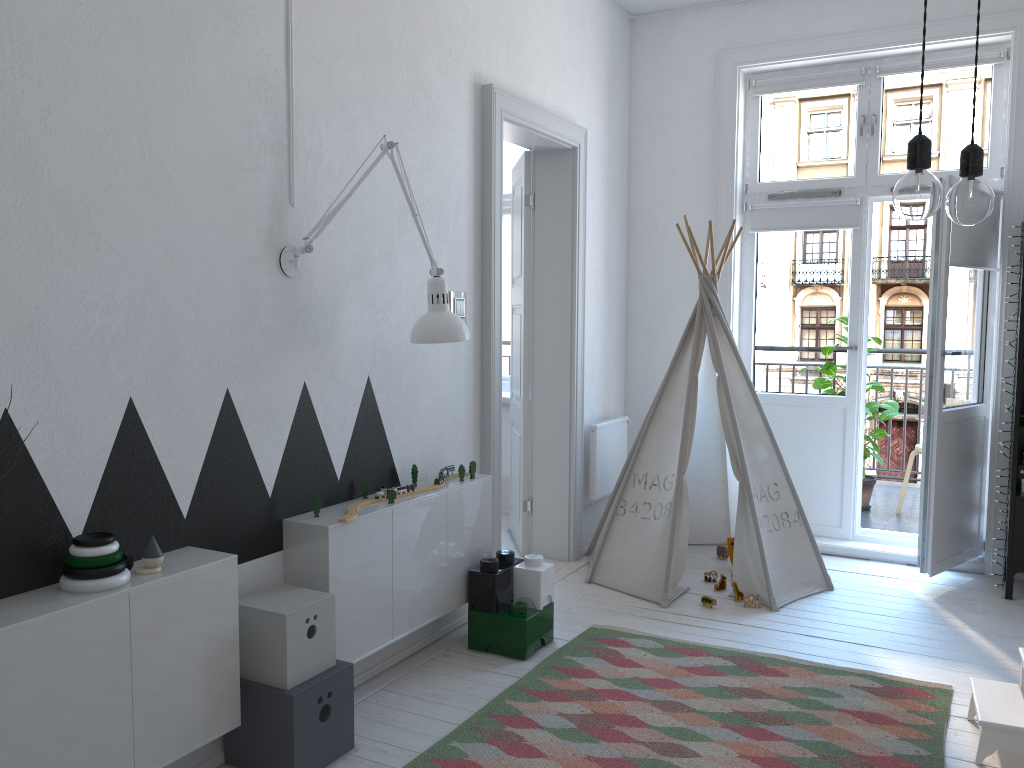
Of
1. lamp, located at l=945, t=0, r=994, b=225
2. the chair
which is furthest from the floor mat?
the chair

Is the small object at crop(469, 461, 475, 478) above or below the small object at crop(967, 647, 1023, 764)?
above

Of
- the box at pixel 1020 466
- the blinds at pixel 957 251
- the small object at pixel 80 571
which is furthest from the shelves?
the small object at pixel 80 571

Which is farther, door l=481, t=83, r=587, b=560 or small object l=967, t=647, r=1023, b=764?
door l=481, t=83, r=587, b=560

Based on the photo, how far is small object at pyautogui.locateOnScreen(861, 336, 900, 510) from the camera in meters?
5.3

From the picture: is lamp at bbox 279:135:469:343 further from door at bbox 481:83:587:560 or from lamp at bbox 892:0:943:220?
lamp at bbox 892:0:943:220

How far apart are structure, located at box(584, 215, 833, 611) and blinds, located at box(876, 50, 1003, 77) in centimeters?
127cm

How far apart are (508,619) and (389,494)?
0.70m

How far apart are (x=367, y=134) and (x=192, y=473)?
1.3m

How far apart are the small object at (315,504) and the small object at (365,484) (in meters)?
0.29
